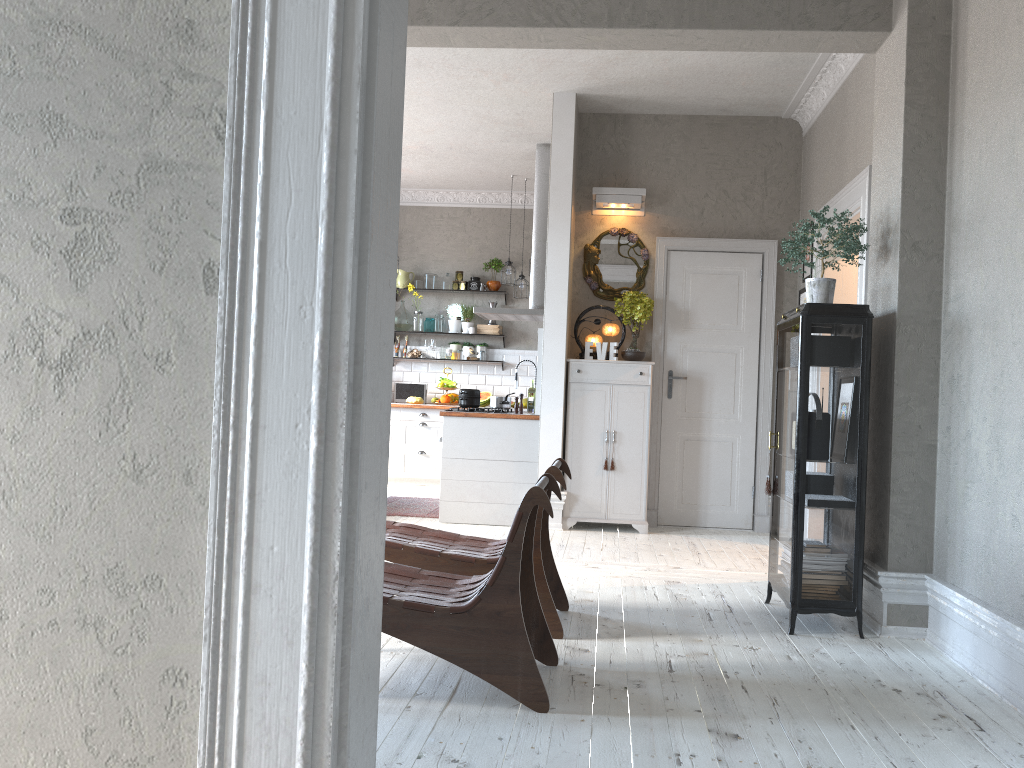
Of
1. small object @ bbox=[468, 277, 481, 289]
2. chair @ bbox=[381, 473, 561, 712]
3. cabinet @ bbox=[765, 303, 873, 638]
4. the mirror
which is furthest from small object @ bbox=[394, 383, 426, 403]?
chair @ bbox=[381, 473, 561, 712]

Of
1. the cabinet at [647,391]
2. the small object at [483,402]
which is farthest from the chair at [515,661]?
the small object at [483,402]

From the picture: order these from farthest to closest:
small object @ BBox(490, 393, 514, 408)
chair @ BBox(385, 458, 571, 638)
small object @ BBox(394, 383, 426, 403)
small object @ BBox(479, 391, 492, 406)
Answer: small object @ BBox(394, 383, 426, 403), small object @ BBox(479, 391, 492, 406), small object @ BBox(490, 393, 514, 408), chair @ BBox(385, 458, 571, 638)

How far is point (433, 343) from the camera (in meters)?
10.04

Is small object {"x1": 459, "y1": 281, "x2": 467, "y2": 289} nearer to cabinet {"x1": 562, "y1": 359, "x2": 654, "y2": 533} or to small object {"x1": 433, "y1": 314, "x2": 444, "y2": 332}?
small object {"x1": 433, "y1": 314, "x2": 444, "y2": 332}

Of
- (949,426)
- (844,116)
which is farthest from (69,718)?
(844,116)

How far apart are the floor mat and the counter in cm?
120

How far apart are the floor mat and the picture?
3.3m

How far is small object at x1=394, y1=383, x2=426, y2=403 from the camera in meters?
10.0 m

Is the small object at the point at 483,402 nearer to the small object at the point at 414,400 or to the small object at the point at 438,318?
the small object at the point at 414,400
